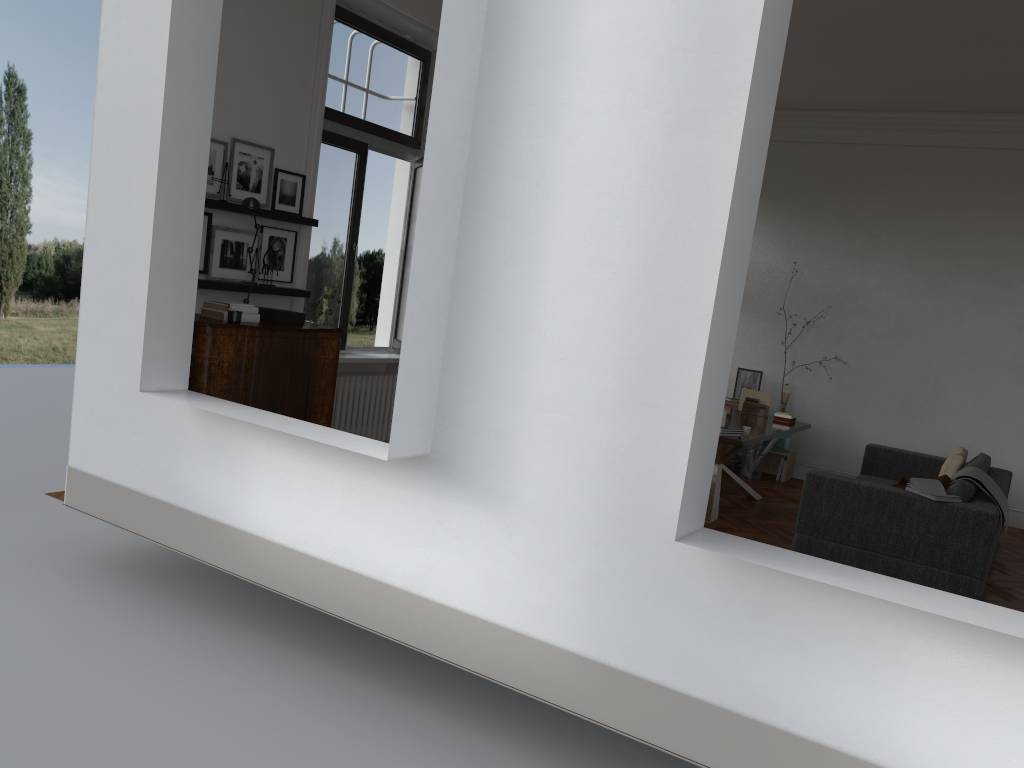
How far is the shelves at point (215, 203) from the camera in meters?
5.7

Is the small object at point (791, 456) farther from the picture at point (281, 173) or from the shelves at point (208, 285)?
the picture at point (281, 173)

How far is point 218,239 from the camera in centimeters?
598cm

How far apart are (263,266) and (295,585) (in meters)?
2.69

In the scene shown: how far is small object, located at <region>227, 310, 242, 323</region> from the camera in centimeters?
551cm

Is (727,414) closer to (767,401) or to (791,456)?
(767,401)

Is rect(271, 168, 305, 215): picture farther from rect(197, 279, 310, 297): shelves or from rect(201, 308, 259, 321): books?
rect(201, 308, 259, 321): books

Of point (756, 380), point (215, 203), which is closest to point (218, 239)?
point (215, 203)

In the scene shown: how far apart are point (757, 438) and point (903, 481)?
1.18m

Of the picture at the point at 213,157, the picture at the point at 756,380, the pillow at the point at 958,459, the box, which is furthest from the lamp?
the picture at the point at 756,380
